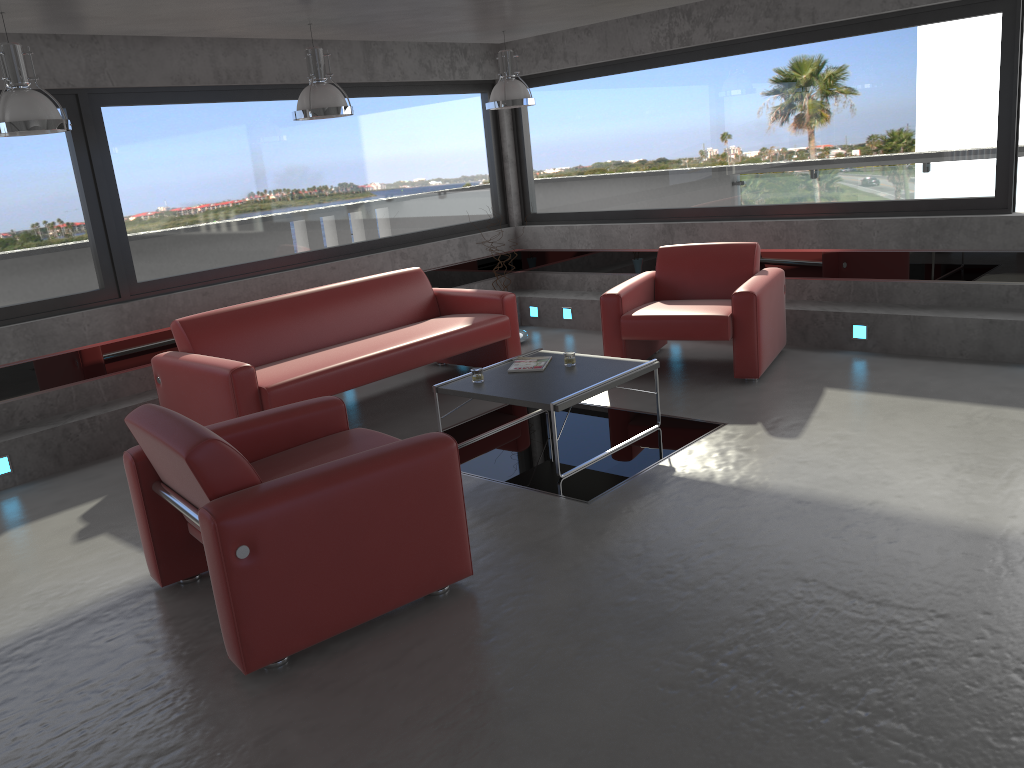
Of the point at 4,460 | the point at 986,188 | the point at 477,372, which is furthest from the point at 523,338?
the point at 4,460

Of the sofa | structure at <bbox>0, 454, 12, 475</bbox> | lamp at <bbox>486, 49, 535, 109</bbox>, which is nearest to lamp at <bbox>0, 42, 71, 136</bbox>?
the sofa

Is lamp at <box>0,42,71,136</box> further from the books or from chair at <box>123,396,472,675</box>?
the books

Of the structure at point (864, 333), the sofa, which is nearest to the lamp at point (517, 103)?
the sofa

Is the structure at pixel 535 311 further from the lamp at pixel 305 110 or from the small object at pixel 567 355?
the lamp at pixel 305 110

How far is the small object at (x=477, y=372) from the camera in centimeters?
536cm

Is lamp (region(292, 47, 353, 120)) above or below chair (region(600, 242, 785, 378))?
above

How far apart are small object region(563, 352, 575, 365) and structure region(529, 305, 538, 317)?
3.5 meters

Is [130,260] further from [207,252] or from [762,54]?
[762,54]

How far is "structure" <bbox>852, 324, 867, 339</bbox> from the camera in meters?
6.8 m
